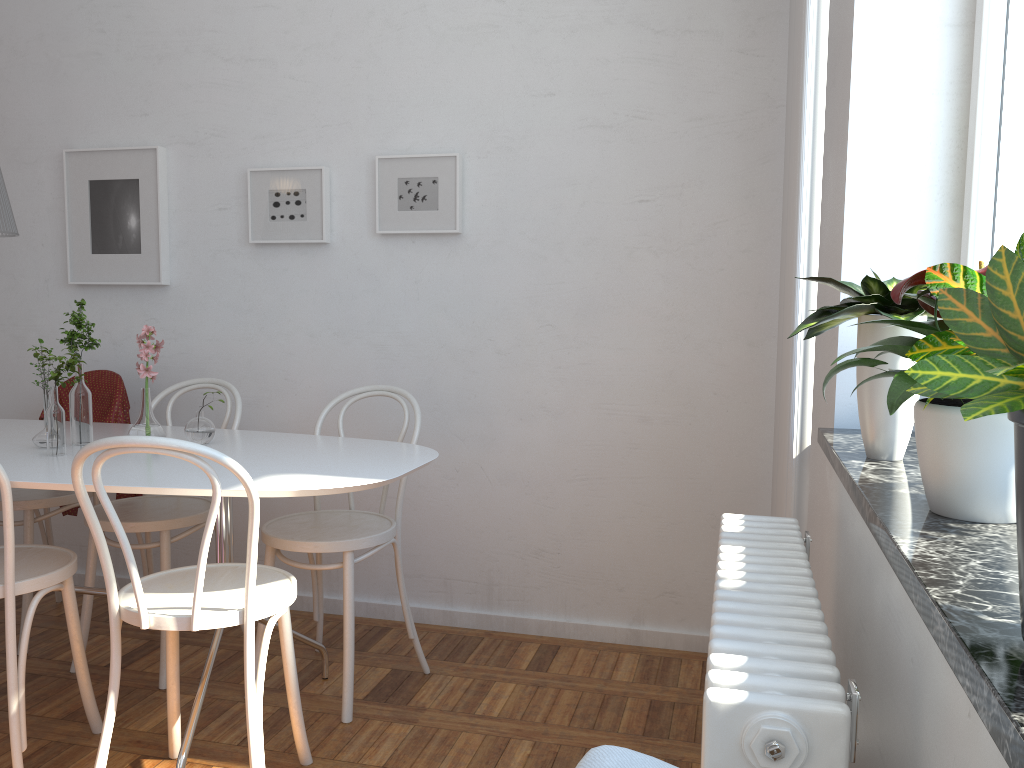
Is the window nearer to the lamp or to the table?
the table

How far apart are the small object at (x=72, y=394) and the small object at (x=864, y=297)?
2.0m

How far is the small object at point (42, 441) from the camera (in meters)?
2.46

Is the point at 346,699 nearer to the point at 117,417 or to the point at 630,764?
the point at 117,417

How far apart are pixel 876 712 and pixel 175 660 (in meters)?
1.70

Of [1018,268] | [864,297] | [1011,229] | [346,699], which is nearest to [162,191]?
[346,699]

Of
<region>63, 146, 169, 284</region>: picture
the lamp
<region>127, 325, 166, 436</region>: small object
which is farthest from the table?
<region>63, 146, 169, 284</region>: picture

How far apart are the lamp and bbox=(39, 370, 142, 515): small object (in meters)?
0.78

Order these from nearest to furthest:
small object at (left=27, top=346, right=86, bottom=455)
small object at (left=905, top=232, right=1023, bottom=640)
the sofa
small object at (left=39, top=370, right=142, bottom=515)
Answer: small object at (left=905, top=232, right=1023, bottom=640), the sofa, small object at (left=27, top=346, right=86, bottom=455), small object at (left=39, top=370, right=142, bottom=515)

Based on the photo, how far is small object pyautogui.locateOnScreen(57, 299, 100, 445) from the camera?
2.5m
